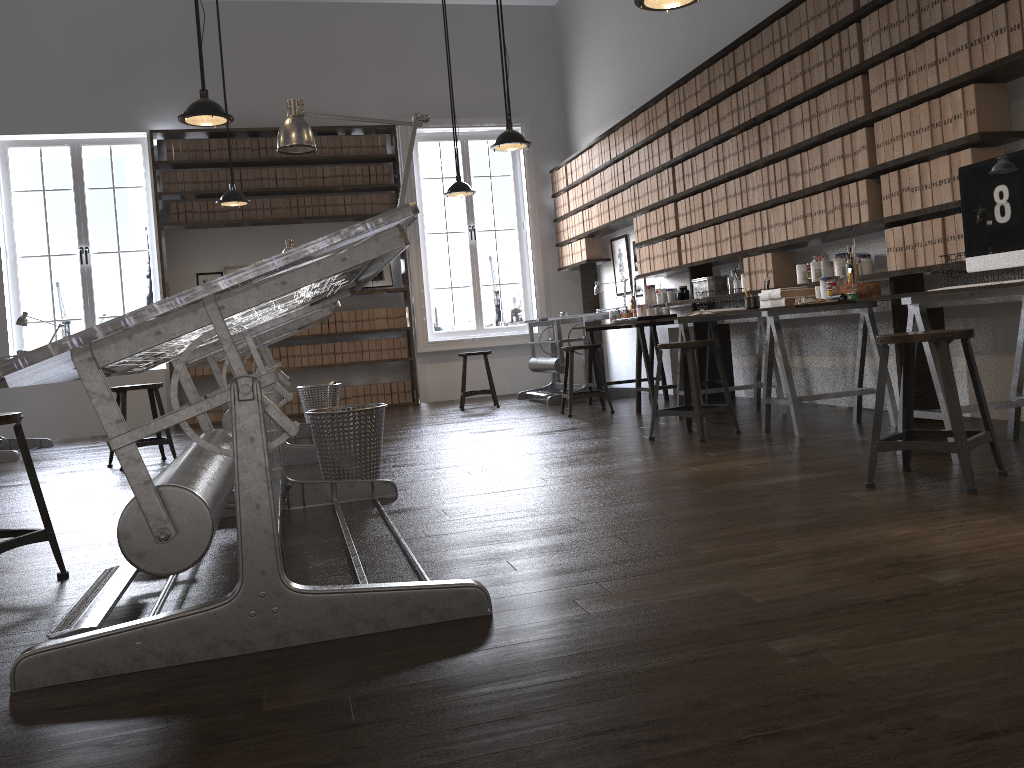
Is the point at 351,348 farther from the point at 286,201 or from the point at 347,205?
the point at 286,201

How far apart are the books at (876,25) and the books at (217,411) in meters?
7.0

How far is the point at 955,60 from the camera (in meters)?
3.94

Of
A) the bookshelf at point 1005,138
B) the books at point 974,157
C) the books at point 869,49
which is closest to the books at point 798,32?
the bookshelf at point 1005,138

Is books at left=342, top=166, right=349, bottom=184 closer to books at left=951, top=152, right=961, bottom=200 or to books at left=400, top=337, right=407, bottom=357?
books at left=400, top=337, right=407, bottom=357

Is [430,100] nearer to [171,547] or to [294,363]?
[294,363]

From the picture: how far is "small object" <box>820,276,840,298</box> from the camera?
4.69m

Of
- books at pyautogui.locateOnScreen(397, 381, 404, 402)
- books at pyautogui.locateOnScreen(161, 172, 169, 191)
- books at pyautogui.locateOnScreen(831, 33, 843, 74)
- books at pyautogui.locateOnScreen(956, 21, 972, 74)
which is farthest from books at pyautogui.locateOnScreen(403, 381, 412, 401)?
books at pyautogui.locateOnScreen(956, 21, 972, 74)

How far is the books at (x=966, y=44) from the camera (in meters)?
3.86

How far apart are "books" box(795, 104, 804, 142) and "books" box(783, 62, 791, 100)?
0.15m
